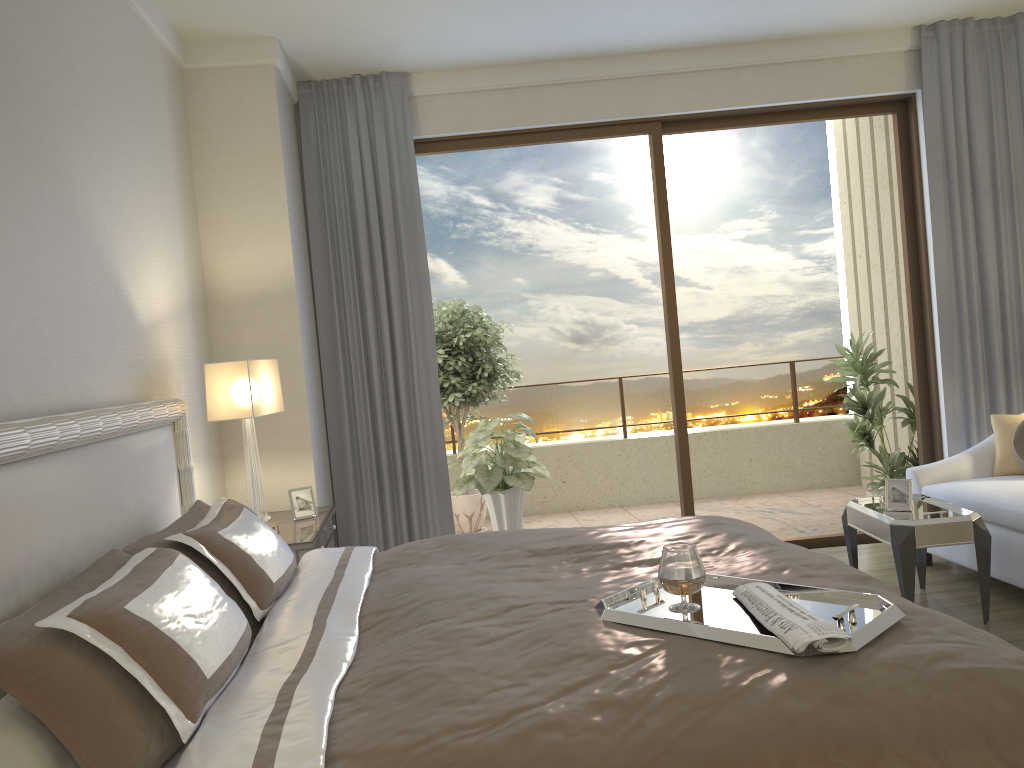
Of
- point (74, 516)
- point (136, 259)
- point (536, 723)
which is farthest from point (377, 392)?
point (536, 723)

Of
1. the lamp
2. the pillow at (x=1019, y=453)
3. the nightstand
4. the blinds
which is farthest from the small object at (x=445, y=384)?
the pillow at (x=1019, y=453)

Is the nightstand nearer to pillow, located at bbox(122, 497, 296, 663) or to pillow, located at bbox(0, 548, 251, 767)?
pillow, located at bbox(122, 497, 296, 663)

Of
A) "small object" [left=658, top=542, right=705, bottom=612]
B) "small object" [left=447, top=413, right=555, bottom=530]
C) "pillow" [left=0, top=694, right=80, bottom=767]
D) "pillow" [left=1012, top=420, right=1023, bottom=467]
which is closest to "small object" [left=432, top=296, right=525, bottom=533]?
"small object" [left=447, top=413, right=555, bottom=530]

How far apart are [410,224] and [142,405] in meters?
2.6 m

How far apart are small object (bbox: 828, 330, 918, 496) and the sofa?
1.0 meters

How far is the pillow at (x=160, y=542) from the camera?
2.5 meters

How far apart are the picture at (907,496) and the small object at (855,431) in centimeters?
188cm

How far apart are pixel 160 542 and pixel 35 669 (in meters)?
0.90

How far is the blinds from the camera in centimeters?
527cm
